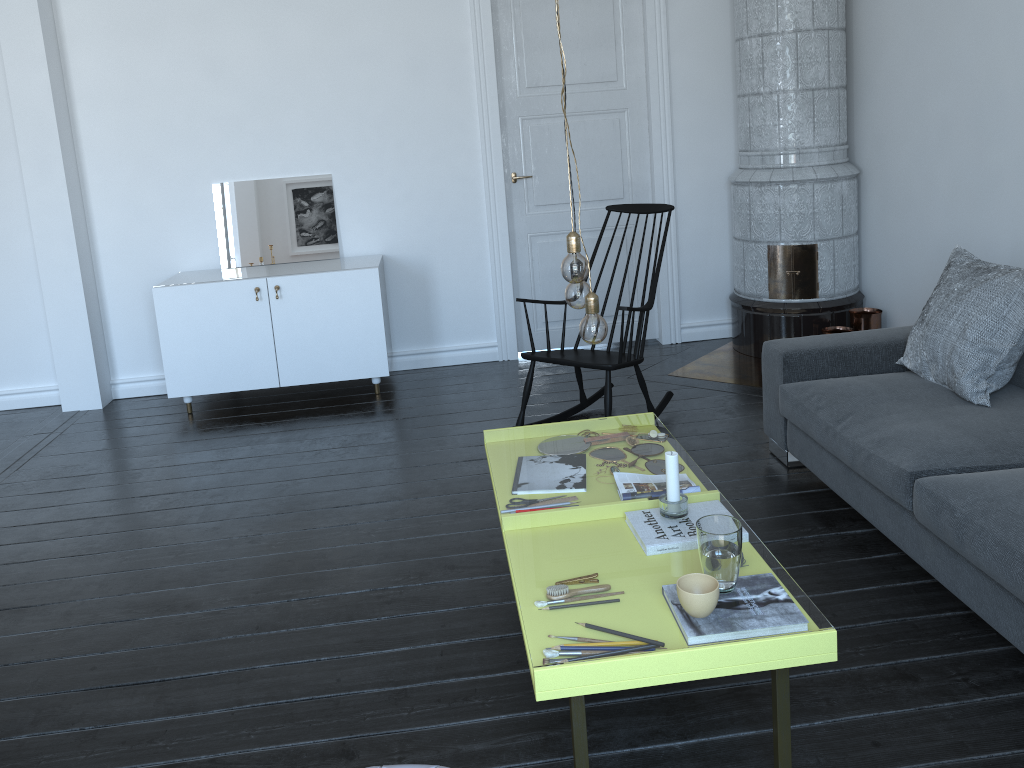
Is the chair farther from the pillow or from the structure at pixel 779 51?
the pillow

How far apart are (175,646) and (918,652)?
2.1 meters

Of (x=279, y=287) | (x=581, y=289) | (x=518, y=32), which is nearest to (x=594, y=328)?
(x=581, y=289)

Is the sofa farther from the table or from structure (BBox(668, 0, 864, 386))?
structure (BBox(668, 0, 864, 386))

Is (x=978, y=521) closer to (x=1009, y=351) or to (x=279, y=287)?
(x=1009, y=351)

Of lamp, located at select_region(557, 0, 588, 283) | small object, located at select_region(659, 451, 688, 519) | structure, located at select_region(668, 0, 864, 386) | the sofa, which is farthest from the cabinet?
small object, located at select_region(659, 451, 688, 519)

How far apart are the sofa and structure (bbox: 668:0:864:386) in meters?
1.0

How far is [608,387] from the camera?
3.8 meters

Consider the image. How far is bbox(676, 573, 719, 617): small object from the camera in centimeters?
183cm

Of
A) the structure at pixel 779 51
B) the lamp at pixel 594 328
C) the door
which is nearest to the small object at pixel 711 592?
the lamp at pixel 594 328
